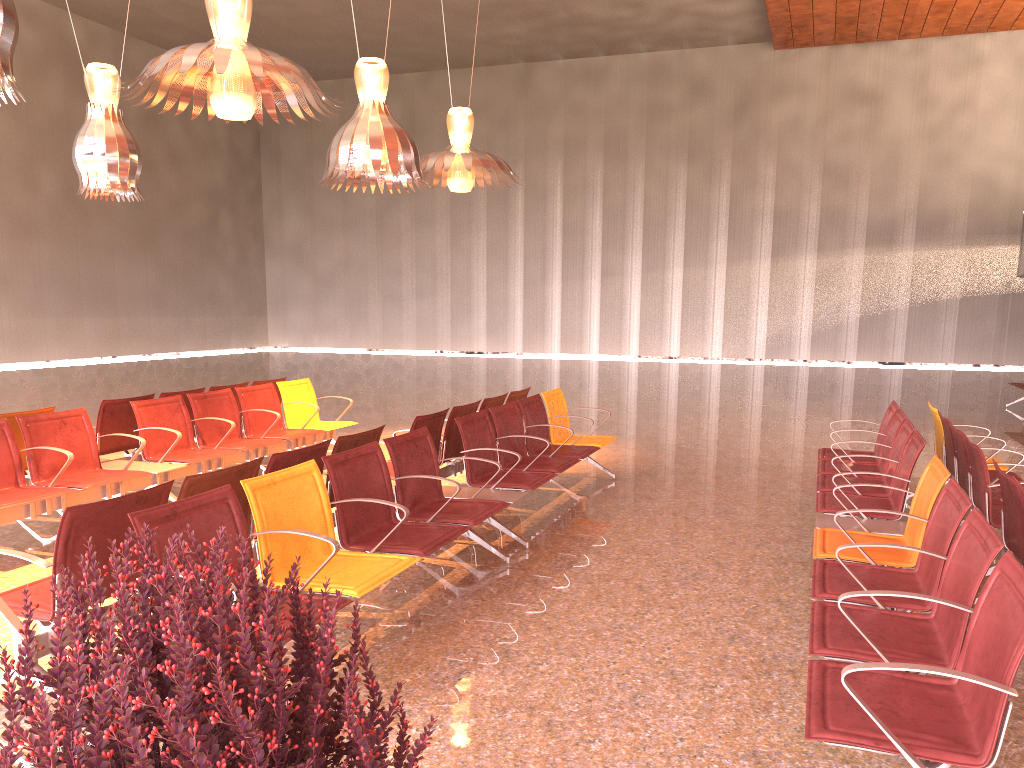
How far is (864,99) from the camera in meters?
26.0

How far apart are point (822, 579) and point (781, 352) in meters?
24.6 m
